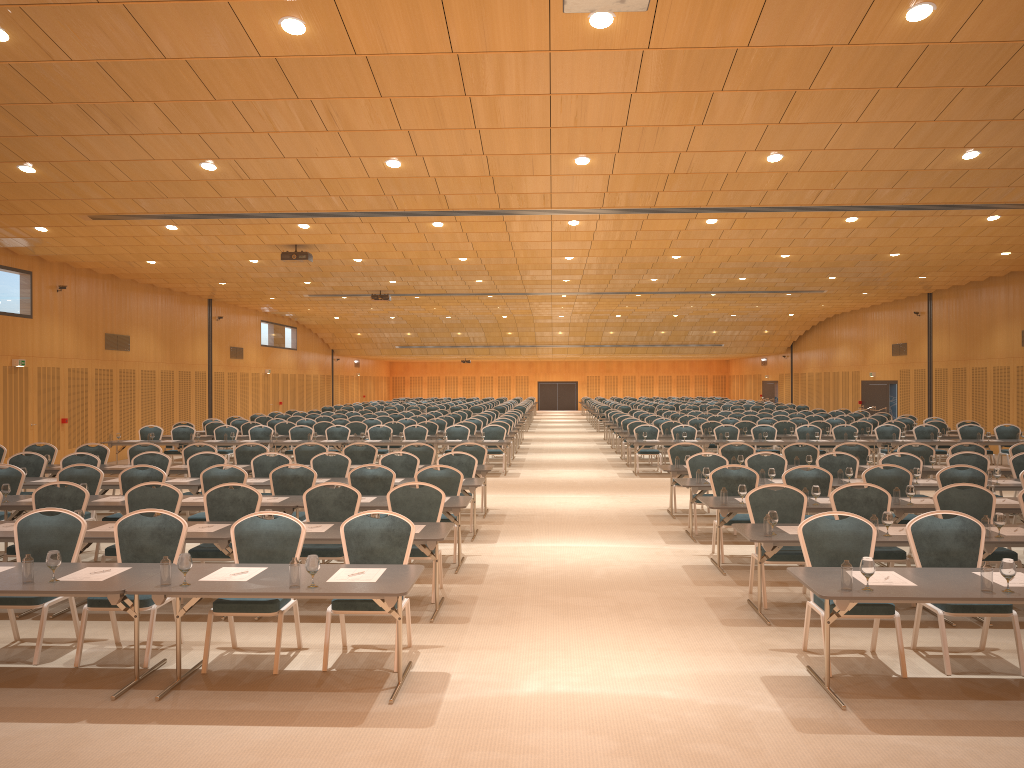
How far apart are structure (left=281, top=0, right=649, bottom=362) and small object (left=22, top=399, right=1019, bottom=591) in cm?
402

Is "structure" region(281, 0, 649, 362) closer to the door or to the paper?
the paper

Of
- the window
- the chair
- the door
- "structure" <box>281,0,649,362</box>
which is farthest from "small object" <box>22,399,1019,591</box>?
the door

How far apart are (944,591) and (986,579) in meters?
0.3 m

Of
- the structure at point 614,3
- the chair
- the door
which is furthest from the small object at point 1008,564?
the door

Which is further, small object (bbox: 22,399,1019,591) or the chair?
the chair

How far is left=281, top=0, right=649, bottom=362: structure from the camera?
6.1m

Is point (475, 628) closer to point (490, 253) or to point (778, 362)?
point (490, 253)

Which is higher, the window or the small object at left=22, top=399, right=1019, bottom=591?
the window

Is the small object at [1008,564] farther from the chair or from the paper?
the chair
